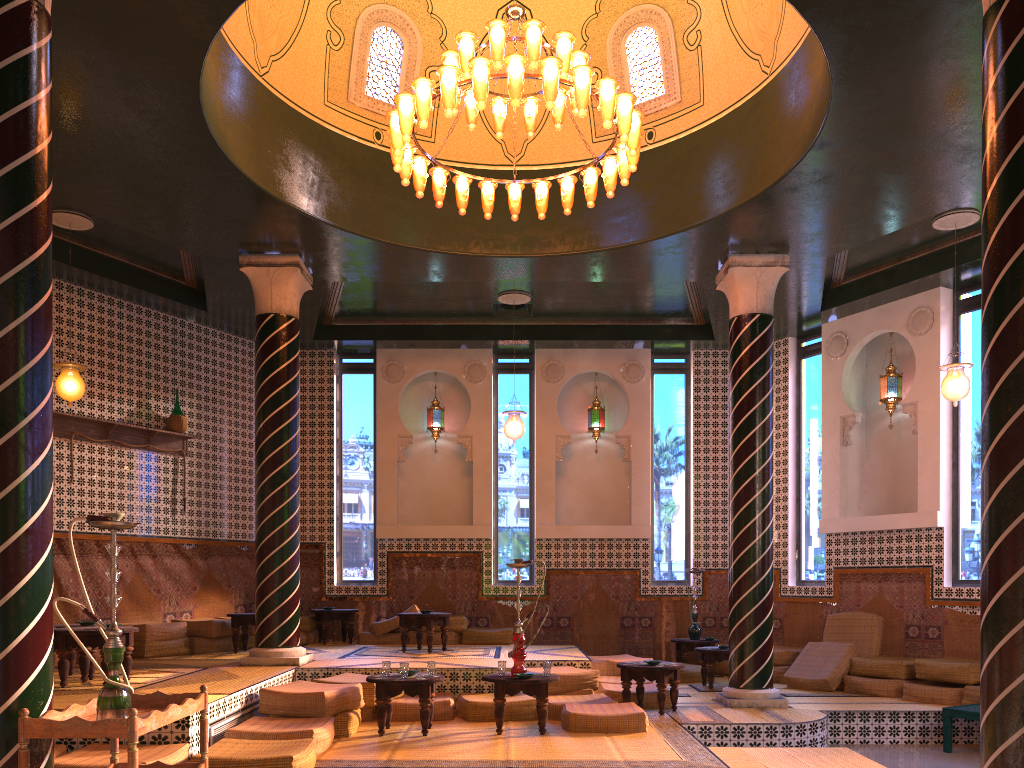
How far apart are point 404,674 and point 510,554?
7.1 meters

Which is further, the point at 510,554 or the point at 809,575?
the point at 510,554

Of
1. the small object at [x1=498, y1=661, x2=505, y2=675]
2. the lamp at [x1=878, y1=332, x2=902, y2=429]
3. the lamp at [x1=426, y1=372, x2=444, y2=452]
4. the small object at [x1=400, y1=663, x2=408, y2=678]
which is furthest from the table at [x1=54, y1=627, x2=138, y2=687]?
the lamp at [x1=878, y1=332, x2=902, y2=429]

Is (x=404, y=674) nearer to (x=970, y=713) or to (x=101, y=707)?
(x=101, y=707)

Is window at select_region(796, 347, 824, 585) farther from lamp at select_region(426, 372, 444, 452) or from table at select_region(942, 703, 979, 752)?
lamp at select_region(426, 372, 444, 452)

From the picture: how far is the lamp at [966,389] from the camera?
10.7 meters

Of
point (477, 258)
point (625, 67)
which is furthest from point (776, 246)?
point (477, 258)

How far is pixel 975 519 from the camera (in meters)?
12.06

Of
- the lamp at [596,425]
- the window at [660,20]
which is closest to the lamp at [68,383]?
the window at [660,20]

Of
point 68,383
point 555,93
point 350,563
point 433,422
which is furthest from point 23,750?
point 433,422
